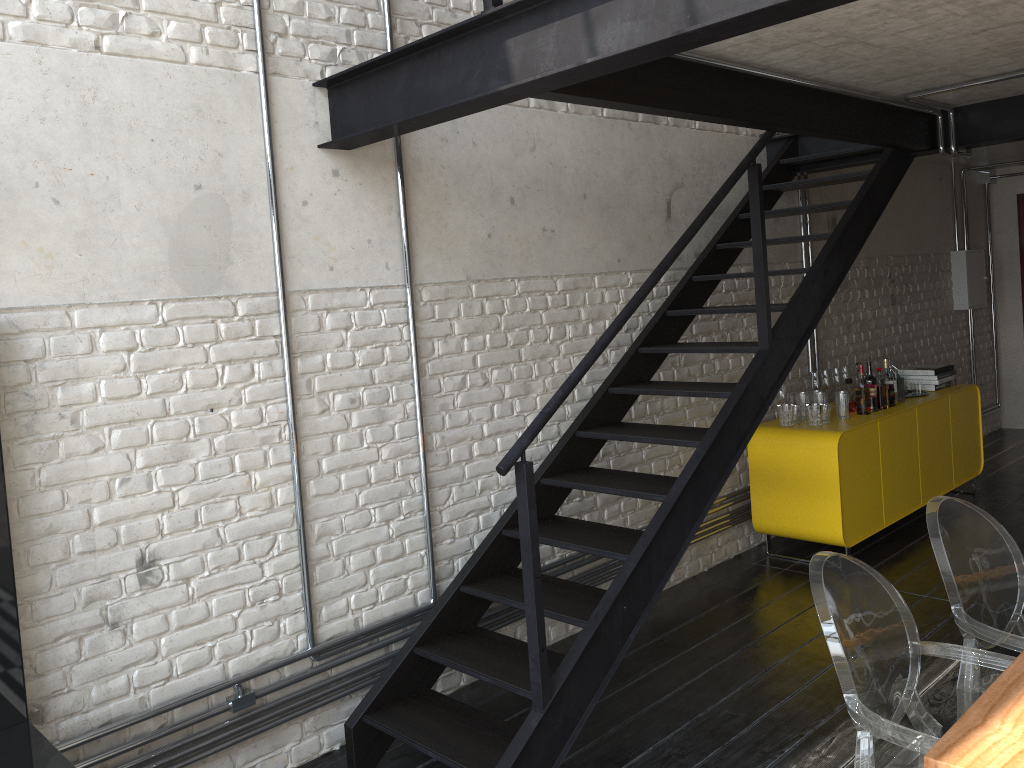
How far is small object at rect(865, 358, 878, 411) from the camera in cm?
536

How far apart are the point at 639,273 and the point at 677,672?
2.00m

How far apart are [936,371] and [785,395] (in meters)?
1.53

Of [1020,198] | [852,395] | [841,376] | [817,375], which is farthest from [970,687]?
[1020,198]

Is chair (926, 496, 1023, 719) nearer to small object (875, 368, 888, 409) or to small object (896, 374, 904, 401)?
small object (875, 368, 888, 409)

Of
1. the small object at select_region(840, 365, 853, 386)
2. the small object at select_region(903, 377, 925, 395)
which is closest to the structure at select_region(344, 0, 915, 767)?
the small object at select_region(840, 365, 853, 386)

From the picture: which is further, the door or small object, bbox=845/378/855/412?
the door

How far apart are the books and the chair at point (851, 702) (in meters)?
4.17

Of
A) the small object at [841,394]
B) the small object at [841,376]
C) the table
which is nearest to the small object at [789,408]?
the small object at [841,394]

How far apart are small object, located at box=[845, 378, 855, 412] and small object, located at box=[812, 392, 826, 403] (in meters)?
0.31
